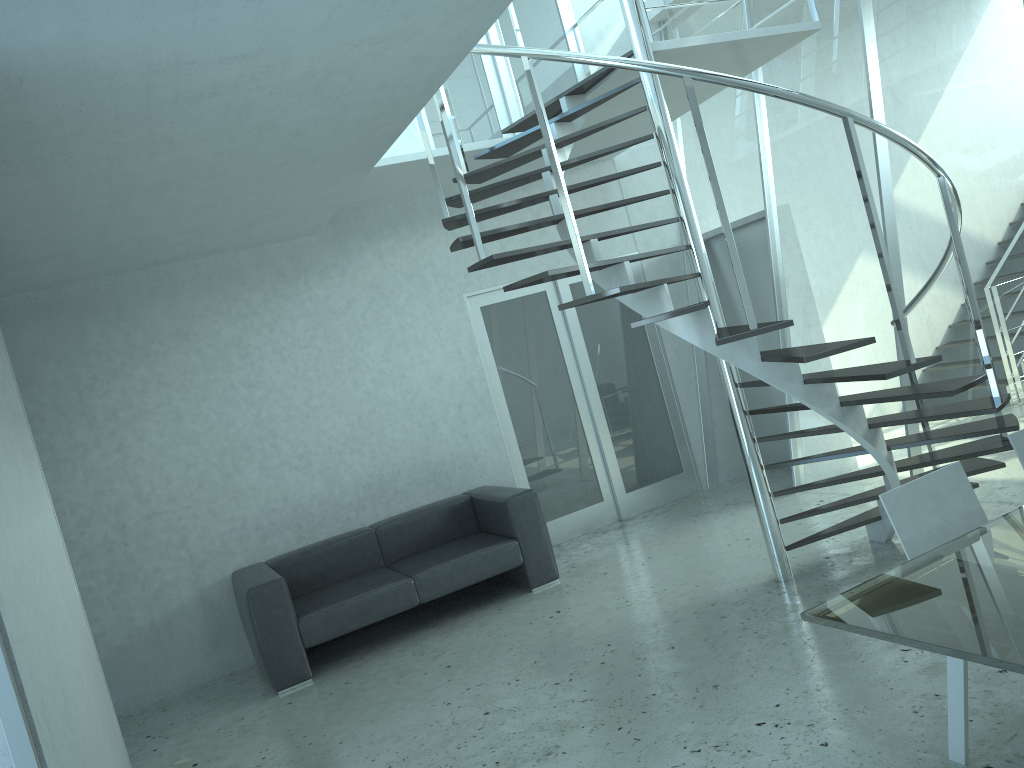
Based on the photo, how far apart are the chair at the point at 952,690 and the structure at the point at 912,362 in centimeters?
74cm

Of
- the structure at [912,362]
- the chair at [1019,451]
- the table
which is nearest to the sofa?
the structure at [912,362]

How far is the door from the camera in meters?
7.1

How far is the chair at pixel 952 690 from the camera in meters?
2.7 m

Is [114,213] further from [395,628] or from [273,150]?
[395,628]

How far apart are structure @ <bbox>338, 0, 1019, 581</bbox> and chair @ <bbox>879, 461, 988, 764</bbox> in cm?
74

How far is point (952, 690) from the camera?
2.69m

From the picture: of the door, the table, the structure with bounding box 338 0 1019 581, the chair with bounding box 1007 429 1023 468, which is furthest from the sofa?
the table

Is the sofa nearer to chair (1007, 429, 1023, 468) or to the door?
the door

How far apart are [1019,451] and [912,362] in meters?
0.7 m
